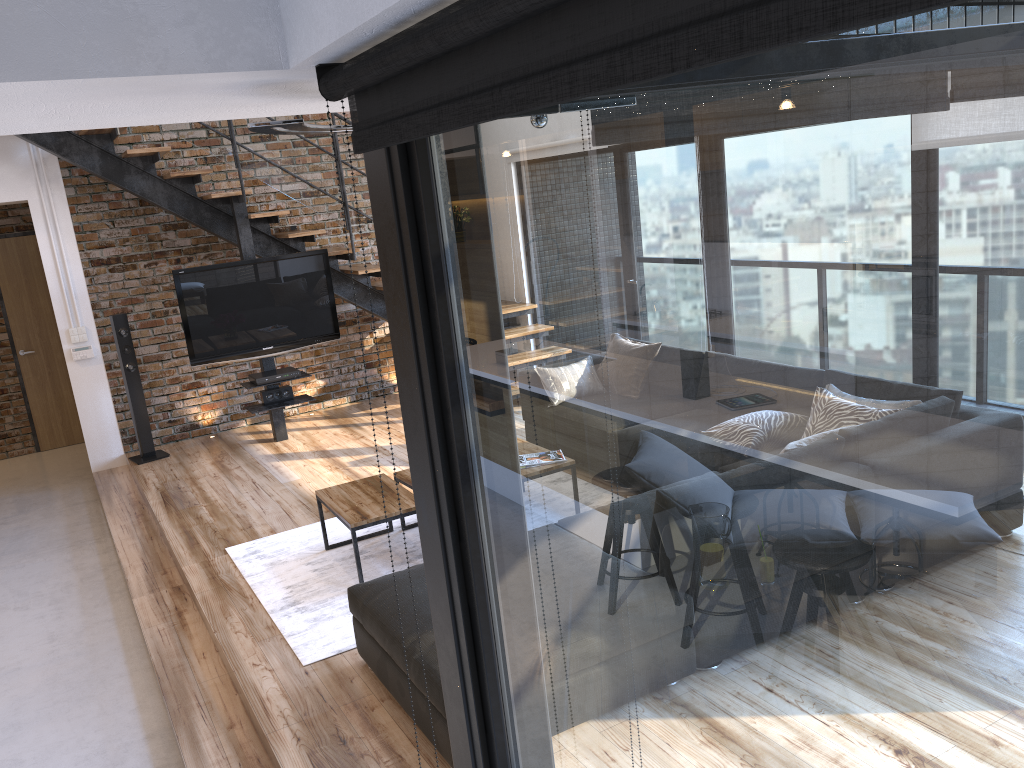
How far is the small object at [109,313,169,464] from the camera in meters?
7.0

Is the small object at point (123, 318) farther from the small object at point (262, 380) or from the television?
the small object at point (262, 380)

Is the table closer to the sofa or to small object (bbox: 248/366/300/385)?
the sofa

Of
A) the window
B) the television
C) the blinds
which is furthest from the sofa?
the television

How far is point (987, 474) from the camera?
0.6 meters

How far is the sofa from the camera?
2.92m

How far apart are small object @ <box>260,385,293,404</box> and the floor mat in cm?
212

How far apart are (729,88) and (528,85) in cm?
18

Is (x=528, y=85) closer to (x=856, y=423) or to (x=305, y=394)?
(x=856, y=423)

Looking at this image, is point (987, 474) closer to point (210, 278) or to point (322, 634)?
point (322, 634)
